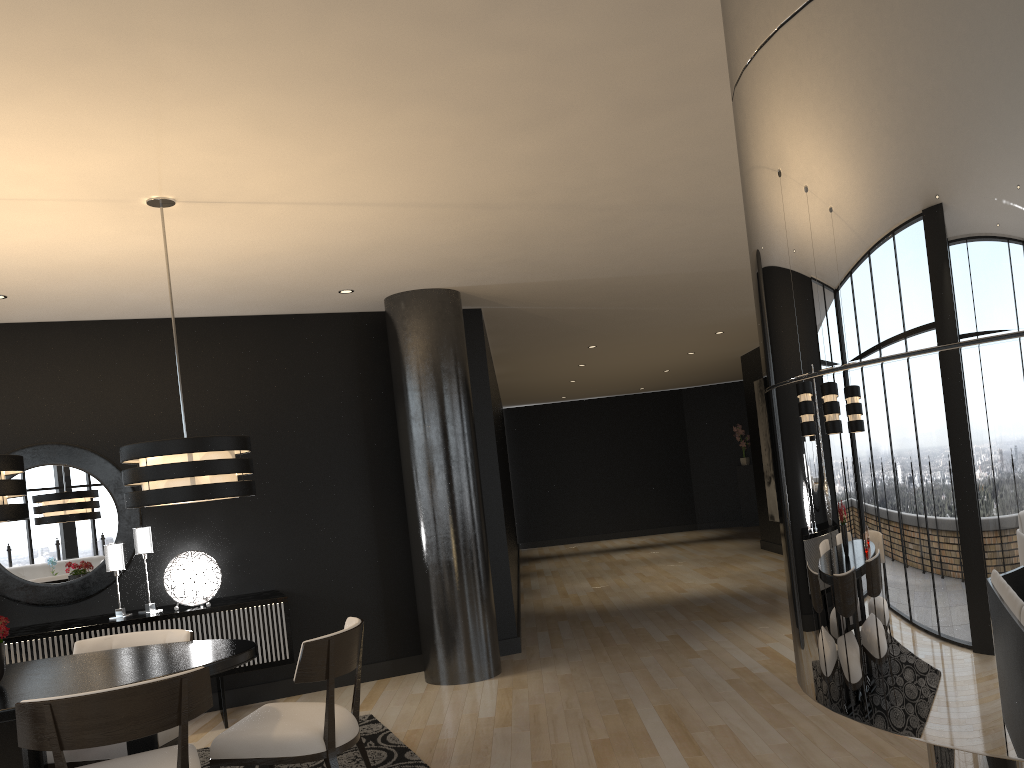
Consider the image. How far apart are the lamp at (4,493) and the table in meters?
0.6

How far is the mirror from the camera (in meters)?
5.63

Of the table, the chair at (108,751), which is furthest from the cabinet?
the table

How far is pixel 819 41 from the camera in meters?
1.5

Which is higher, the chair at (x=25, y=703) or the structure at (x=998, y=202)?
the structure at (x=998, y=202)

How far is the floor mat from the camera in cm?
431

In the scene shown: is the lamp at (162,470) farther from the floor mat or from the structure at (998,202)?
the structure at (998,202)

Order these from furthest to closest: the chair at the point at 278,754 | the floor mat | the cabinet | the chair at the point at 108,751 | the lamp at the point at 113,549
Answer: the lamp at the point at 113,549, the cabinet, the floor mat, the chair at the point at 108,751, the chair at the point at 278,754

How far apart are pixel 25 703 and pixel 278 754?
1.0m

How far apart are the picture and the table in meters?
8.8 m
